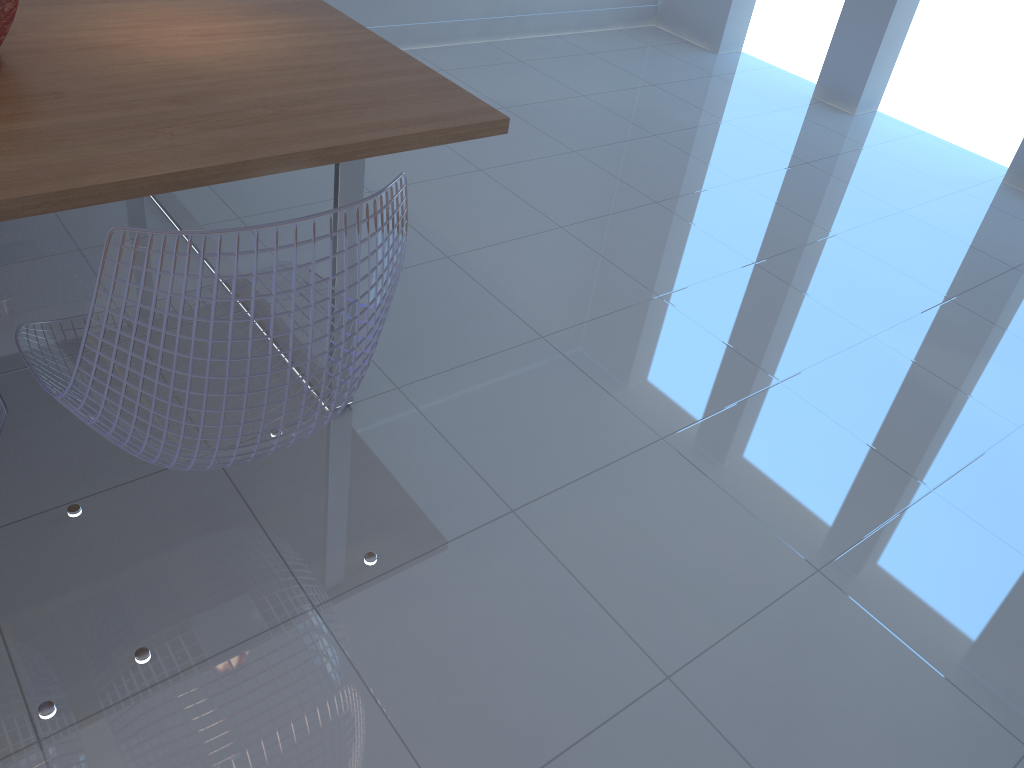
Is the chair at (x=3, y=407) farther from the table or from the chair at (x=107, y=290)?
the table

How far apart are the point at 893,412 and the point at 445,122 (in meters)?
1.49

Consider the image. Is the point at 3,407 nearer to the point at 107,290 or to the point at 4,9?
the point at 107,290

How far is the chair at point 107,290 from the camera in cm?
109

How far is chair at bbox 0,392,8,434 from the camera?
1.19m

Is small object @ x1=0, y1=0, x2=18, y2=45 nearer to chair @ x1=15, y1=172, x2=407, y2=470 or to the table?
the table

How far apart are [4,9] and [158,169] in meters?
0.5 m

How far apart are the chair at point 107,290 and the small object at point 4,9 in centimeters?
57cm

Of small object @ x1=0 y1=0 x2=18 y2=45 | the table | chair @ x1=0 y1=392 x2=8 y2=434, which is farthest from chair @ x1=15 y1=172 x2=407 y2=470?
small object @ x1=0 y1=0 x2=18 y2=45

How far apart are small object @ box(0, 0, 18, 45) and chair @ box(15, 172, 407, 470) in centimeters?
57cm
